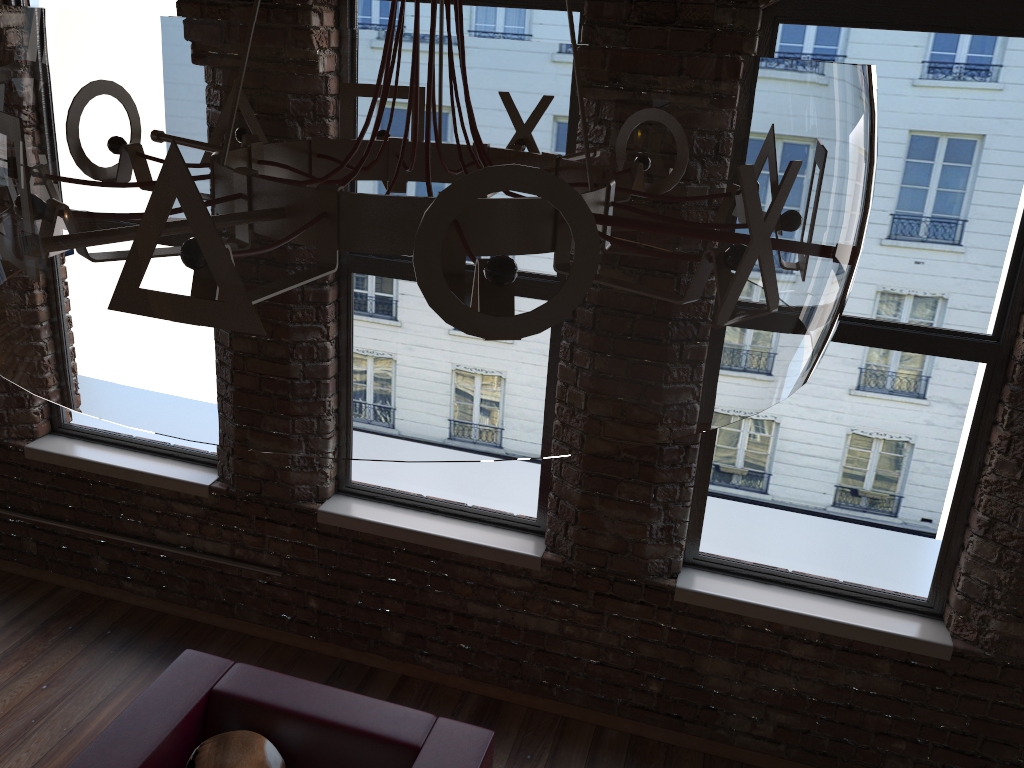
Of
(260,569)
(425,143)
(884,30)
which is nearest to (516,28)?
(884,30)

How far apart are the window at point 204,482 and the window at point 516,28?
0.54m

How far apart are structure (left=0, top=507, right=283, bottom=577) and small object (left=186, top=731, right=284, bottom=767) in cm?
121

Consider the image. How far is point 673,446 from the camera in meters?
3.2 m

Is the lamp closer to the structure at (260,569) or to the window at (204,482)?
the window at (204,482)

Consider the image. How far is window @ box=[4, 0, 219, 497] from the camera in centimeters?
381cm

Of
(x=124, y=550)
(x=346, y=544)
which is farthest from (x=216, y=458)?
(x=346, y=544)

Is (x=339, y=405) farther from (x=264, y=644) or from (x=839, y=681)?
(x=264, y=644)

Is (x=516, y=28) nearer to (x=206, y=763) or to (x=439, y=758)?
(x=439, y=758)

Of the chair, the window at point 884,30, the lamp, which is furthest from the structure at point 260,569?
the lamp
